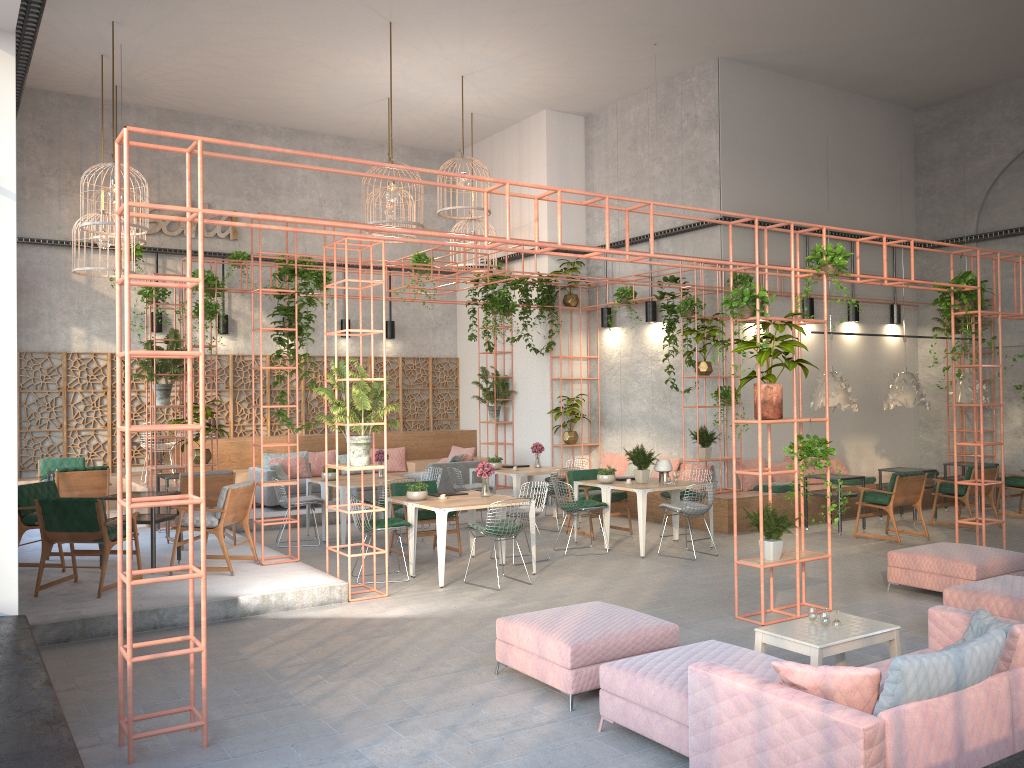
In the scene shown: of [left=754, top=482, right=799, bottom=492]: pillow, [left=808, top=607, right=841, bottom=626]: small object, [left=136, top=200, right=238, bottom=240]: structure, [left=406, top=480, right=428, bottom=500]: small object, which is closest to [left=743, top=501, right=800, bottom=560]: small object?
[left=808, top=607, right=841, bottom=626]: small object

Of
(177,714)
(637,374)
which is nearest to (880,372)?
(637,374)

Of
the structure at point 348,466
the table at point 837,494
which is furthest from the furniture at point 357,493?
the table at point 837,494

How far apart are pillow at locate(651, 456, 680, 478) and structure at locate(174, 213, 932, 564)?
1.41m

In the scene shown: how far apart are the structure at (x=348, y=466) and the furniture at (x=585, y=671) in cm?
295

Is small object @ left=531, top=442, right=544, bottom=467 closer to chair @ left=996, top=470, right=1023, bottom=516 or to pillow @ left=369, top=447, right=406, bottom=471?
pillow @ left=369, top=447, right=406, bottom=471

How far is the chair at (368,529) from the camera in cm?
958

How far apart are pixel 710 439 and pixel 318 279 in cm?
785

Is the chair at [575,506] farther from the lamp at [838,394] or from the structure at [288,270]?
the lamp at [838,394]

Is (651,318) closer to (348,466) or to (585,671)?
(348,466)
